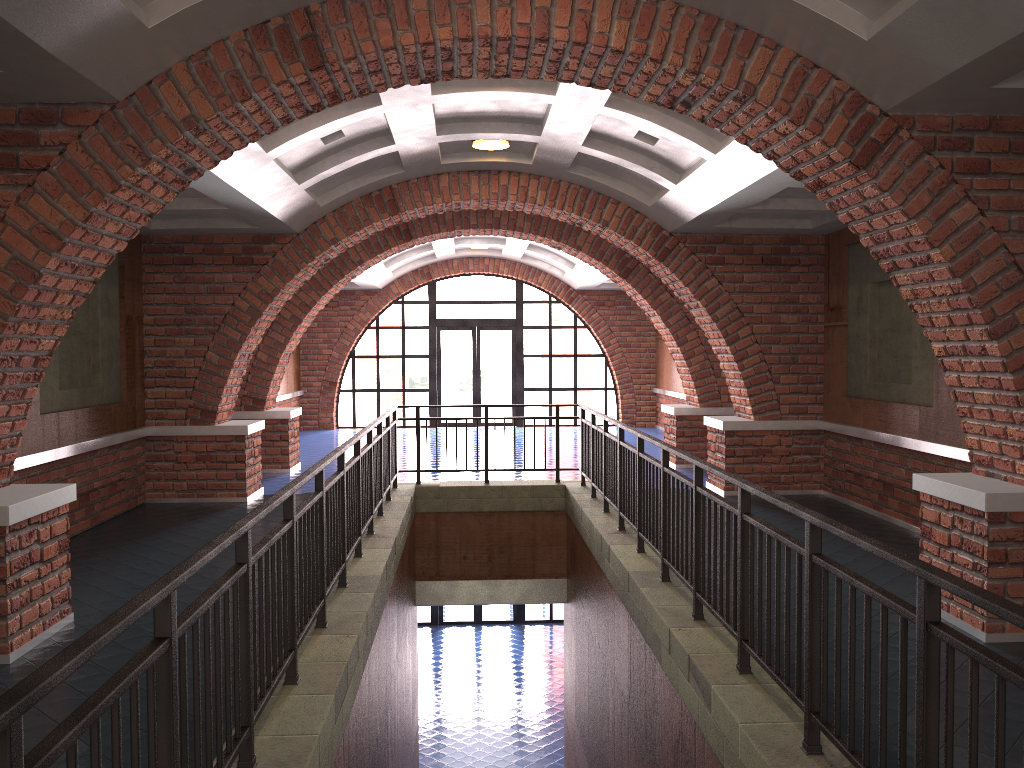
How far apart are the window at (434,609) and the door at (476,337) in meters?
4.5 m

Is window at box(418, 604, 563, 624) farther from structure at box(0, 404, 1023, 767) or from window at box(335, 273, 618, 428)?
structure at box(0, 404, 1023, 767)

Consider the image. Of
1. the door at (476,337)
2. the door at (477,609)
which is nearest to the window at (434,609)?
the door at (477,609)

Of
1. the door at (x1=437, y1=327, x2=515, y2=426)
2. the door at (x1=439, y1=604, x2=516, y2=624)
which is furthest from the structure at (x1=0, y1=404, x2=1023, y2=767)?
the door at (x1=439, y1=604, x2=516, y2=624)

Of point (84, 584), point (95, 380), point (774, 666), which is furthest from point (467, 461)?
point (774, 666)

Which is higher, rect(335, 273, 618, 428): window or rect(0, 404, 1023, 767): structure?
rect(335, 273, 618, 428): window

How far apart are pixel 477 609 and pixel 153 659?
18.1 meters

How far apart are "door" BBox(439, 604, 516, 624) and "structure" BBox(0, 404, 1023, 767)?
10.2 meters

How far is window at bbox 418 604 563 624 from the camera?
19.78m

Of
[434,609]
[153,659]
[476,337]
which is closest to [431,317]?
[476,337]
